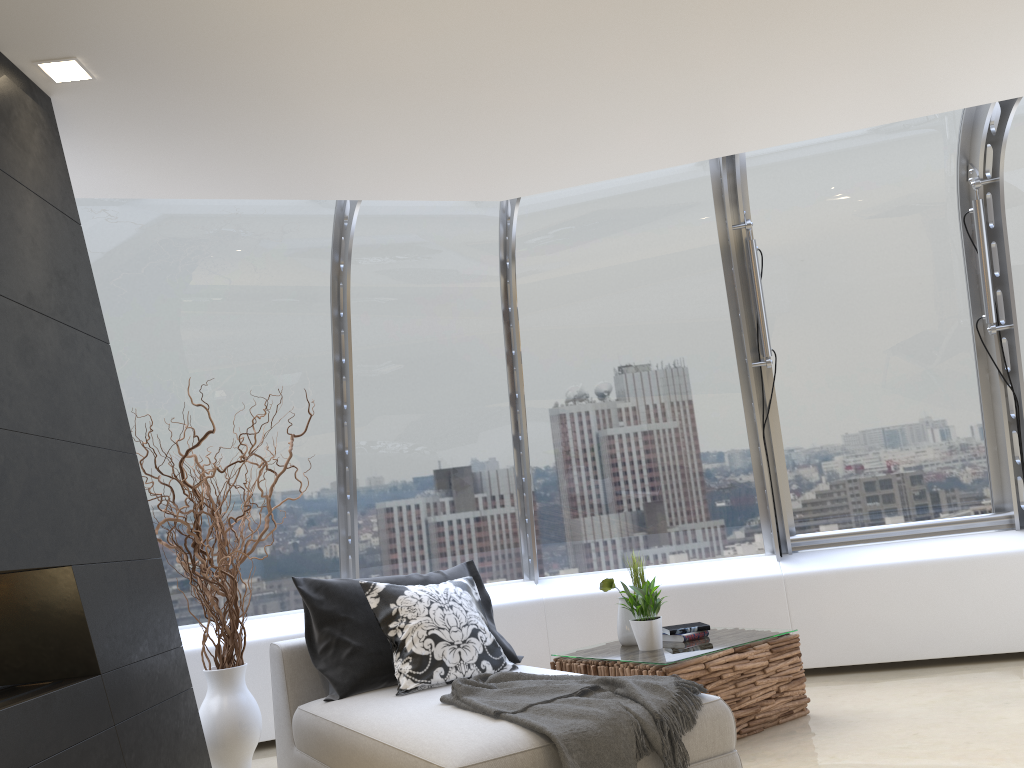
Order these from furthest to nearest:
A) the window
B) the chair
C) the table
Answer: the window → the table → the chair

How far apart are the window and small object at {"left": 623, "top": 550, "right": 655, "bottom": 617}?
1.24m

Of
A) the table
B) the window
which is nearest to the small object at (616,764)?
the table

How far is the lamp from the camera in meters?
3.1 m

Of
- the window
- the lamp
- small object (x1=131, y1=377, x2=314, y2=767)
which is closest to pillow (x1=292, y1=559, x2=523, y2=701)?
small object (x1=131, y1=377, x2=314, y2=767)

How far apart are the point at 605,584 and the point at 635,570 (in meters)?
0.29

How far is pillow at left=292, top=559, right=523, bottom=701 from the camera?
4.04m

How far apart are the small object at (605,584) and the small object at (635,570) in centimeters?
25cm

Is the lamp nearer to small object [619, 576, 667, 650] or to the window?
the window

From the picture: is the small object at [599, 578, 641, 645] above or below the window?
below
